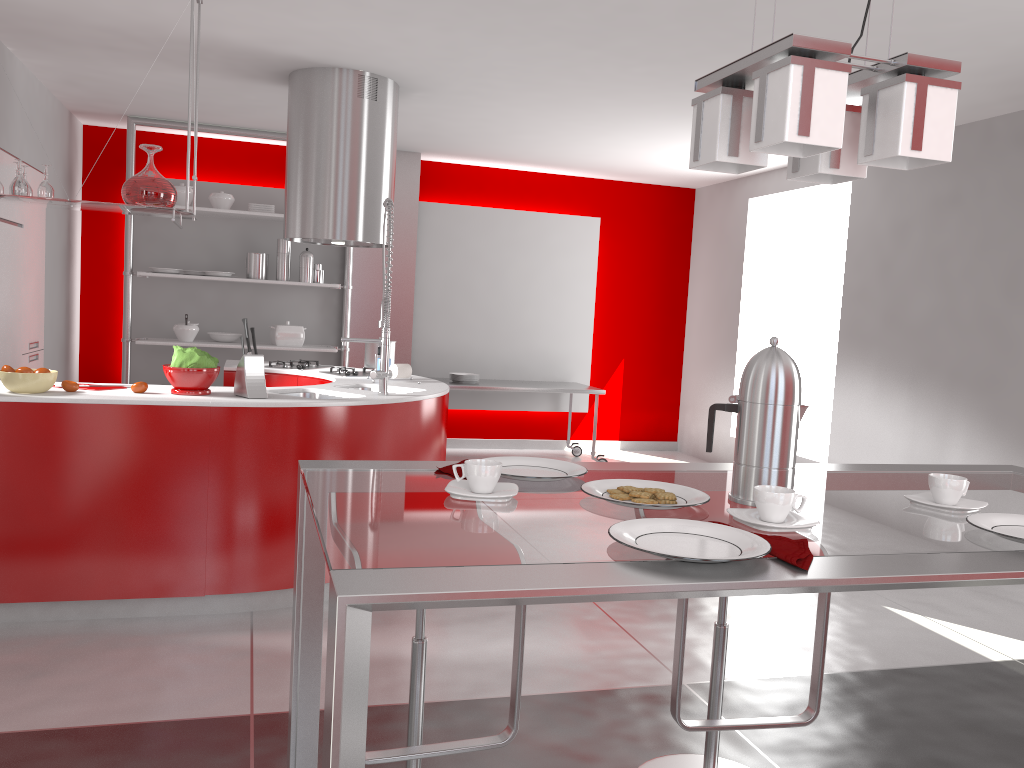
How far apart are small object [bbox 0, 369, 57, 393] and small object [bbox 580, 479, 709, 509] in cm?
270

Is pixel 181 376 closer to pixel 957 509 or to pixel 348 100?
pixel 348 100

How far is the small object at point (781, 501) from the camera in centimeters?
133cm

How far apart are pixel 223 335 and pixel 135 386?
3.5 meters

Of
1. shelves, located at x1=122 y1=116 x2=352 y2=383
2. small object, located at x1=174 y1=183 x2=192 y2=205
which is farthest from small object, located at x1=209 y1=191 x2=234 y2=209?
small object, located at x1=174 y1=183 x2=192 y2=205

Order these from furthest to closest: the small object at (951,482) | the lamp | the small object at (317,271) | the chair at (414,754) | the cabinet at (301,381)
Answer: the small object at (317,271), the cabinet at (301,381), the chair at (414,754), the small object at (951,482), the lamp

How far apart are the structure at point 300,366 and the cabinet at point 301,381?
0.1 meters

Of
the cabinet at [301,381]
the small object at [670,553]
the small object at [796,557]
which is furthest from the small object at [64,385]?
the small object at [796,557]

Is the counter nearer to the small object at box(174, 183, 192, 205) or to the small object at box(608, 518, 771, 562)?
the small object at box(174, 183, 192, 205)

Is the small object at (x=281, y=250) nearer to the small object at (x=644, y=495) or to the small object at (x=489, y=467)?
the small object at (x=489, y=467)
